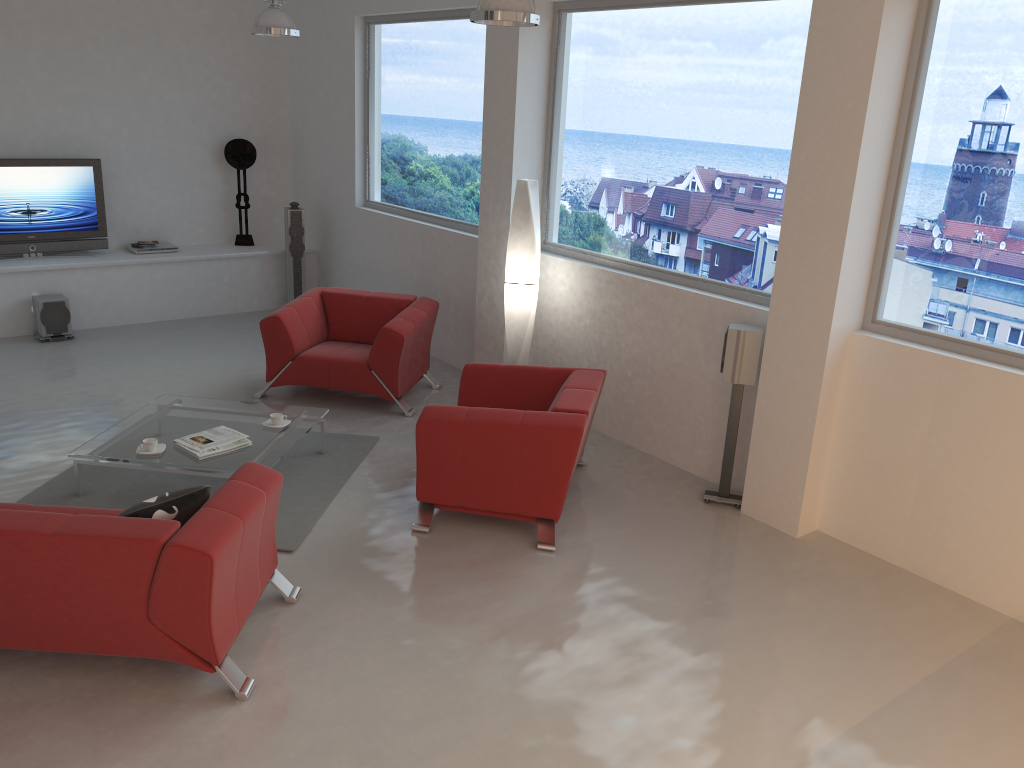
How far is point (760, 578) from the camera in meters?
4.6 m

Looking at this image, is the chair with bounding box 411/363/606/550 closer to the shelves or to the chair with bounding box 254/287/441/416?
the chair with bounding box 254/287/441/416

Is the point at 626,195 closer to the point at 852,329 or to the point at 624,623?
the point at 852,329

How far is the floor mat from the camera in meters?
5.0 m

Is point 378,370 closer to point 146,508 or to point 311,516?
point 311,516

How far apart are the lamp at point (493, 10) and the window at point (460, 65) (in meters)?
Answer: 2.34

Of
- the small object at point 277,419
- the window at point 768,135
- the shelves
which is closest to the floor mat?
the small object at point 277,419

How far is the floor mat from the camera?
5.0m

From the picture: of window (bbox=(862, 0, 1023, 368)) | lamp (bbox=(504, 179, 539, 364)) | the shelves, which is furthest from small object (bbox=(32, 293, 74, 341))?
window (bbox=(862, 0, 1023, 368))

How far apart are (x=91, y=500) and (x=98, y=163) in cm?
475
